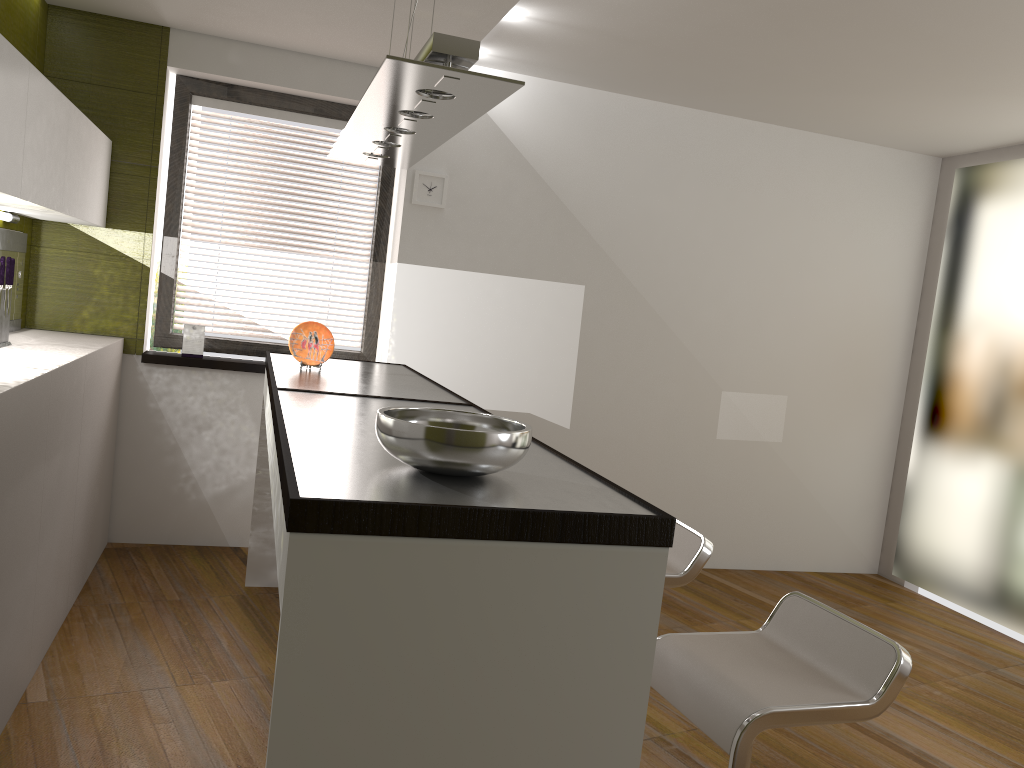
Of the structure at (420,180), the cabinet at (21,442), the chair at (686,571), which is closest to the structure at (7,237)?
the cabinet at (21,442)

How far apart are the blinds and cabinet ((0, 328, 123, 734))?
0.4m

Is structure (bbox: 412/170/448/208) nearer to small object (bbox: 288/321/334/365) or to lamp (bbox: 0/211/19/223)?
small object (bbox: 288/321/334/365)

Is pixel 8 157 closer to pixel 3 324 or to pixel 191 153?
pixel 3 324

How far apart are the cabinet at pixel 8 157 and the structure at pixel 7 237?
0.1m

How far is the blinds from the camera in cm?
474

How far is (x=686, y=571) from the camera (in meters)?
2.64

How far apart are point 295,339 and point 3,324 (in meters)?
1.14

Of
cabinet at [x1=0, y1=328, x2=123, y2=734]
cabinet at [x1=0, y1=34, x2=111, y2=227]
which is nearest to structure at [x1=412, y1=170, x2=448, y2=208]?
cabinet at [x1=0, y1=34, x2=111, y2=227]

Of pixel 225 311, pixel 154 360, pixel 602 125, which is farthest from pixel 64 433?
pixel 602 125
